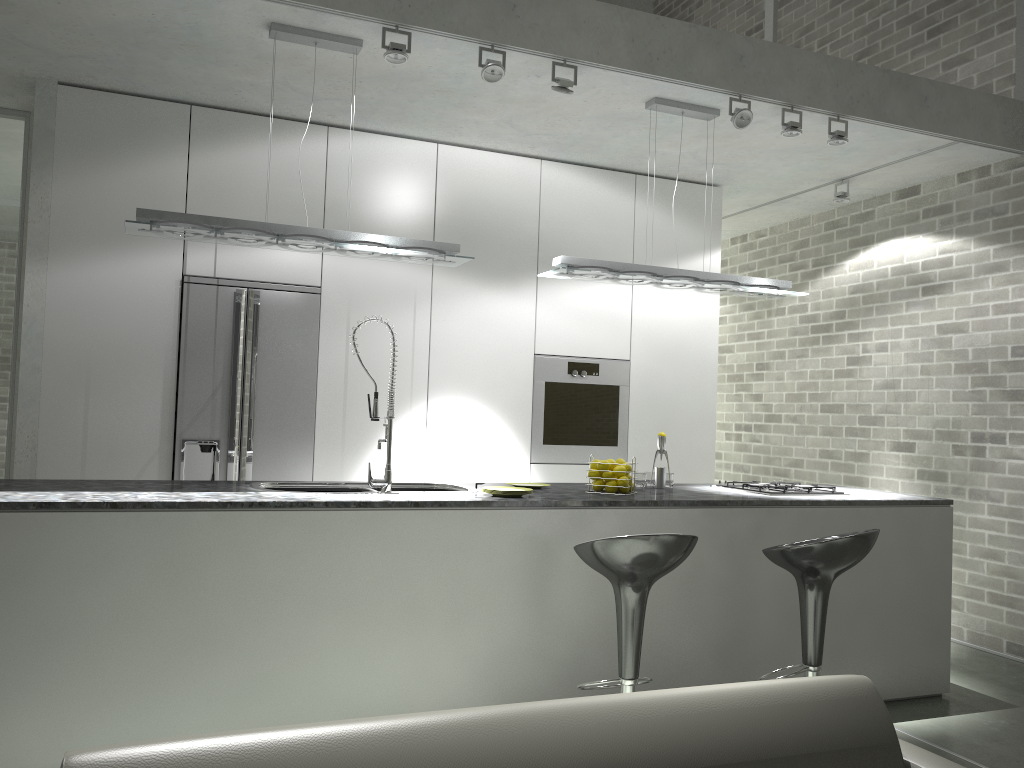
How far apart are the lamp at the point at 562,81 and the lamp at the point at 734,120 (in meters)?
0.93

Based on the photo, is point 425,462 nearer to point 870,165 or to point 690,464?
point 690,464

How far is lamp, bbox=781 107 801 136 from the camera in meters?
4.6 m

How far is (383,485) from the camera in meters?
3.7

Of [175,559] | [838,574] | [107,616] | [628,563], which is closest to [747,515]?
[838,574]

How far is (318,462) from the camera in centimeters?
516cm

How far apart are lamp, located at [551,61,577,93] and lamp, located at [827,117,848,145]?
1.56m

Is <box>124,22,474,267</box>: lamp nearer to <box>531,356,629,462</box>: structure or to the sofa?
<box>531,356,629,462</box>: structure

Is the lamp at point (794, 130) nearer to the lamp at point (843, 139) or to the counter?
the lamp at point (843, 139)

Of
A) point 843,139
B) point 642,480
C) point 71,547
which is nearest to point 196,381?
point 71,547
